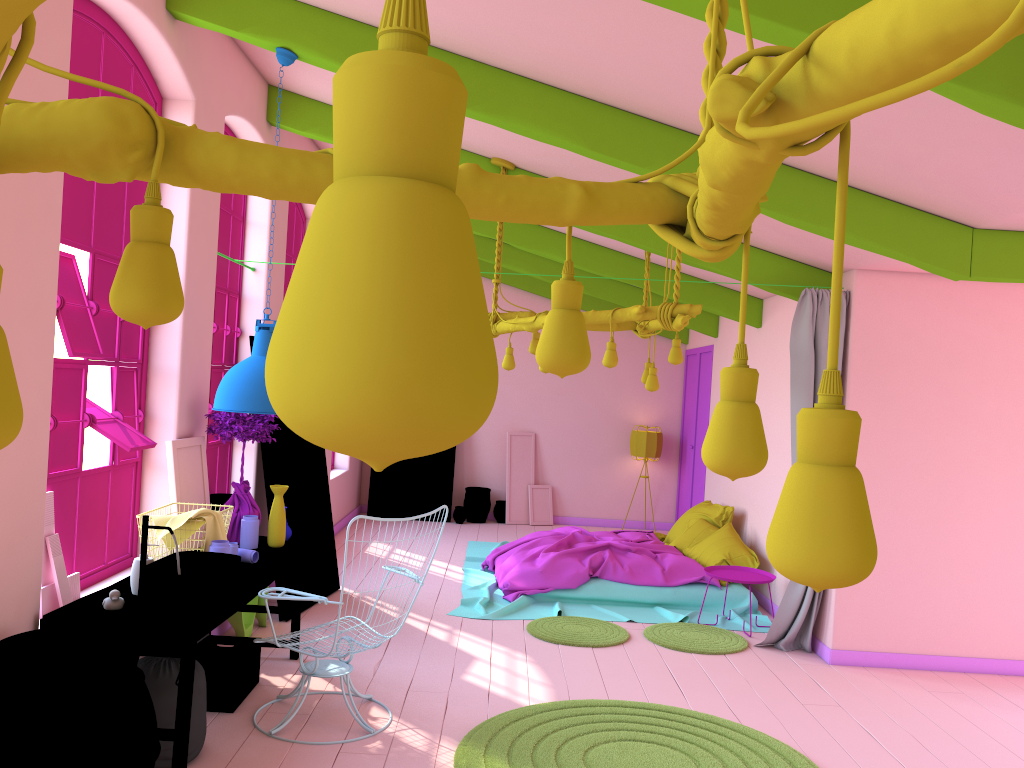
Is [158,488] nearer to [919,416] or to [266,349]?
[266,349]

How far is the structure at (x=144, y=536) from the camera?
4.21m

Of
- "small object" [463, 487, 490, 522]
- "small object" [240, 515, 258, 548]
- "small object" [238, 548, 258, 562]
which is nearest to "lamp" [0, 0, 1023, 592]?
"small object" [238, 548, 258, 562]

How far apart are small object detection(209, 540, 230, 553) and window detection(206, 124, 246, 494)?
2.0m

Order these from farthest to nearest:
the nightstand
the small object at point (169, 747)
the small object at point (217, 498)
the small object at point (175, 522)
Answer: the nightstand
the small object at point (217, 498)
the small object at point (175, 522)
the small object at point (169, 747)

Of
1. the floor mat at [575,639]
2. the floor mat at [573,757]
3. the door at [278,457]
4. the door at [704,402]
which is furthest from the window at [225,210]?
the door at [704,402]

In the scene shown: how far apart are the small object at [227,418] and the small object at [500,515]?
6.8m

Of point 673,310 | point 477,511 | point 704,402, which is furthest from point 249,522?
point 704,402

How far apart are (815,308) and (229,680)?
4.7 meters

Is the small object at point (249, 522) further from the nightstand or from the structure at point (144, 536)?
the nightstand
